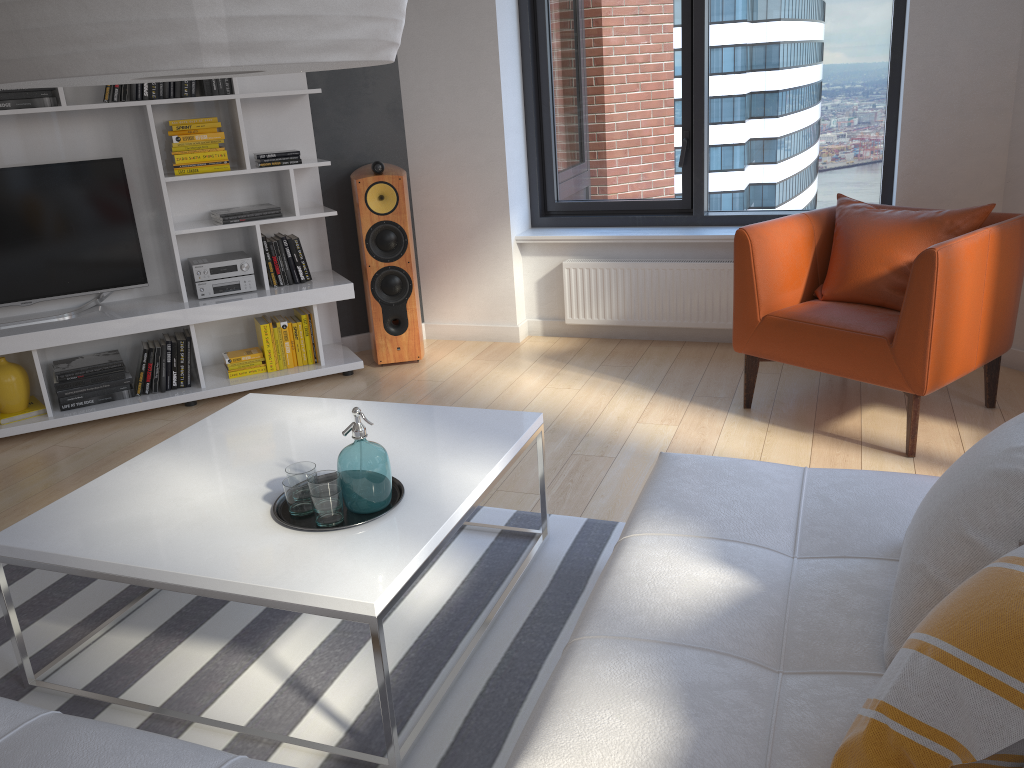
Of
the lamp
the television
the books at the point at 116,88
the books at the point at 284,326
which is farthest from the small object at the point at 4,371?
the lamp

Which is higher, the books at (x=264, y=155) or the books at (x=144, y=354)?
the books at (x=264, y=155)

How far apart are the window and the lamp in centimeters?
363cm

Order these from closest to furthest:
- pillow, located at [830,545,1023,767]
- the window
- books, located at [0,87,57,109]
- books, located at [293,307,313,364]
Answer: pillow, located at [830,545,1023,767]
books, located at [0,87,57,109]
the window
books, located at [293,307,313,364]

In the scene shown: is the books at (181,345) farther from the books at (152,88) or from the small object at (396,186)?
the books at (152,88)

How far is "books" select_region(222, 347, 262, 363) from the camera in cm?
454

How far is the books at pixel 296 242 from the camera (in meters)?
4.59

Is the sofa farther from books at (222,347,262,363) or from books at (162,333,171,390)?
books at (162,333,171,390)

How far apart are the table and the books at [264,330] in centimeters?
152cm

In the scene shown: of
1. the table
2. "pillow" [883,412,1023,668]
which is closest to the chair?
the table
